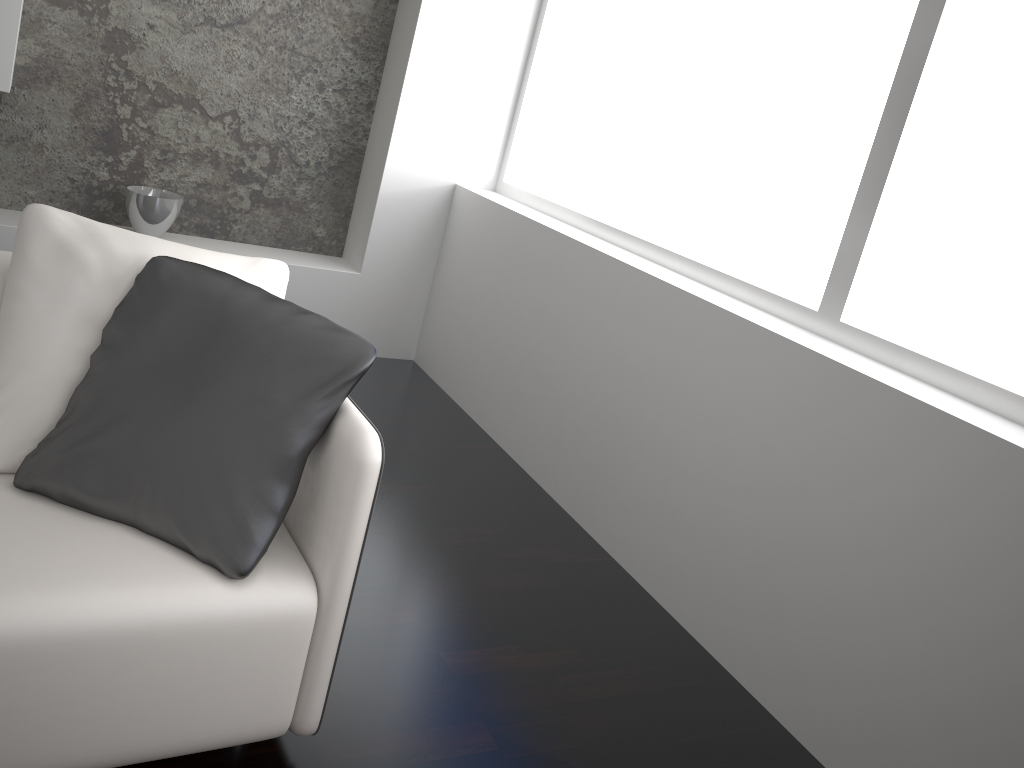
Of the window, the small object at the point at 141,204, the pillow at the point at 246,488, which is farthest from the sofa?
the small object at the point at 141,204

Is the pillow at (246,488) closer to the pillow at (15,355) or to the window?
the pillow at (15,355)

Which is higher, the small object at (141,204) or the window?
the window

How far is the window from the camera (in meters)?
2.17

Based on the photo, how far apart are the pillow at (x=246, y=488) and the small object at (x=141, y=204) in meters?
1.9

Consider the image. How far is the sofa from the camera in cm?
137

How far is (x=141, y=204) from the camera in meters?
3.4

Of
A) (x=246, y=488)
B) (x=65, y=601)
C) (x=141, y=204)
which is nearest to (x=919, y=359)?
(x=246, y=488)

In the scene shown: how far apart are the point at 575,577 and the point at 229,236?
2.26m

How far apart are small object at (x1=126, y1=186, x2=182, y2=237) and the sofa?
1.7m
